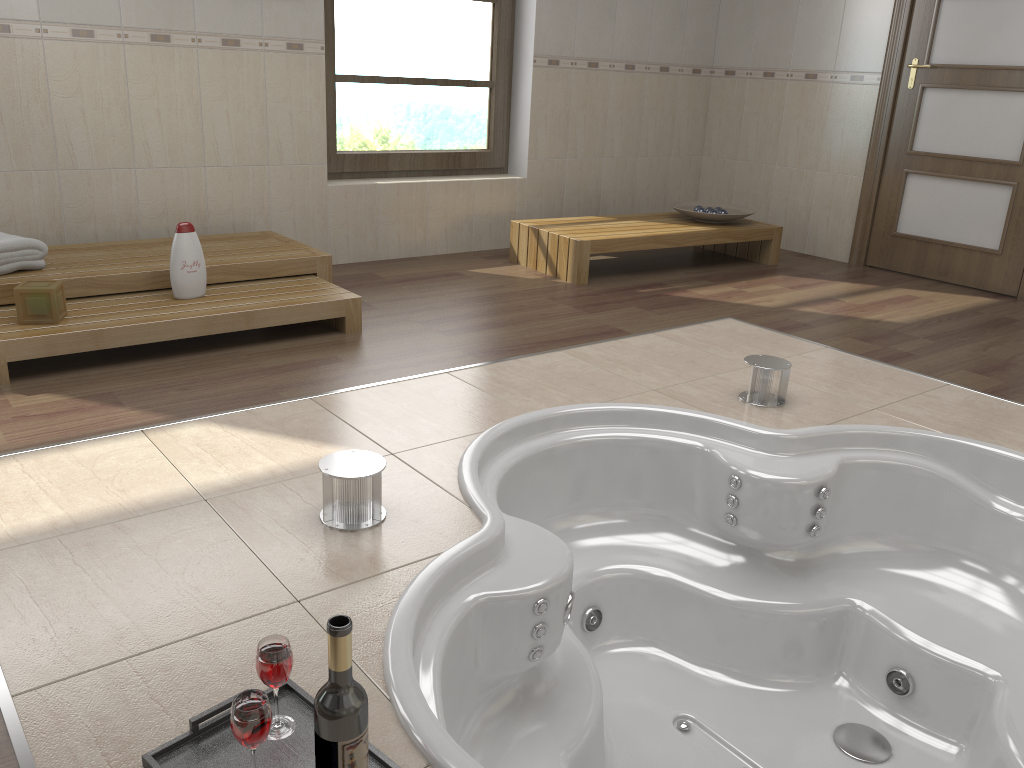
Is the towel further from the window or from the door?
the door

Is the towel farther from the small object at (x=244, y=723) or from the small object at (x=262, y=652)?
the small object at (x=244, y=723)

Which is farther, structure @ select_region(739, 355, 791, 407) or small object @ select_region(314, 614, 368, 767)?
structure @ select_region(739, 355, 791, 407)

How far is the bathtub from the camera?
1.89m

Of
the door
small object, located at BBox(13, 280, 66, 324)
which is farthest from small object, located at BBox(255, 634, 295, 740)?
the door

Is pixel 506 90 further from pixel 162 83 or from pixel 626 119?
pixel 162 83

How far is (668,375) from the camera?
3.1m

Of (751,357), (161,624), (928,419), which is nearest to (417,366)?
(751,357)

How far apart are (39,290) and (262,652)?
2.01m

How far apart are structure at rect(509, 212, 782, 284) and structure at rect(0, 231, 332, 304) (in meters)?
1.26
